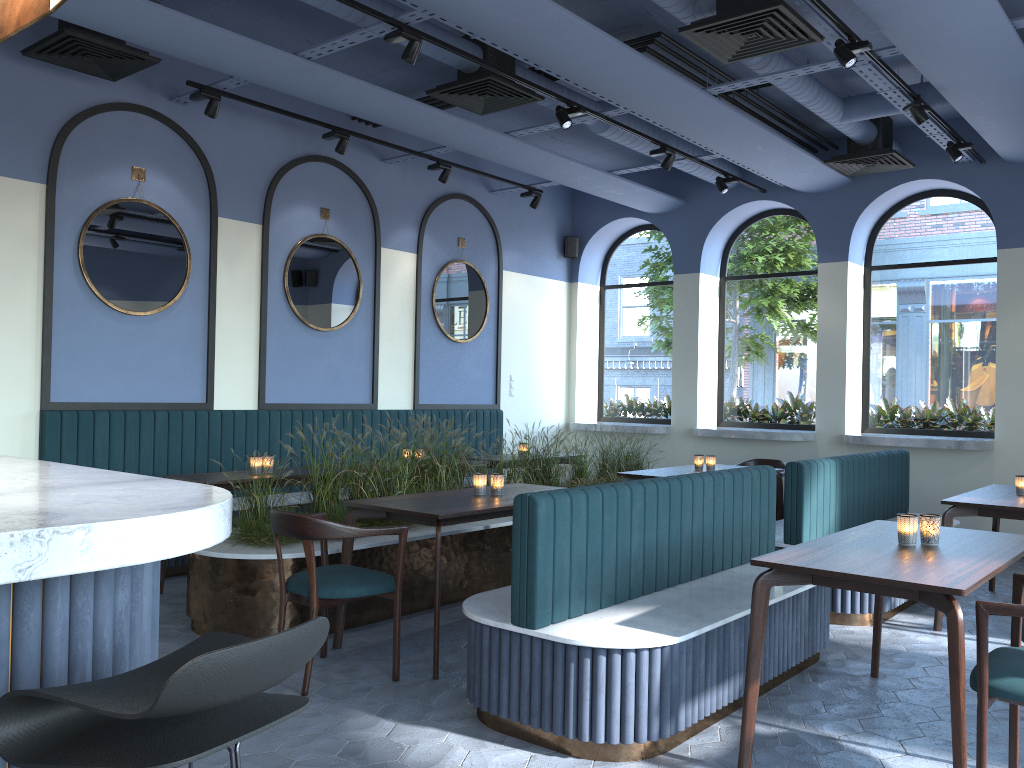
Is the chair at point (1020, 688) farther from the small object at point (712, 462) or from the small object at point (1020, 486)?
the small object at point (712, 462)

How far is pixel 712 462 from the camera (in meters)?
6.88

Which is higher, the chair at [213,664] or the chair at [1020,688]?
the chair at [213,664]

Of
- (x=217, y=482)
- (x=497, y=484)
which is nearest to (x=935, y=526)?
(x=497, y=484)

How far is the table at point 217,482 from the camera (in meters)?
5.43

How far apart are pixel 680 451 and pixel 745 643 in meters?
6.1

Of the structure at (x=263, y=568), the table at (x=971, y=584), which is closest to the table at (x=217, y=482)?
the structure at (x=263, y=568)

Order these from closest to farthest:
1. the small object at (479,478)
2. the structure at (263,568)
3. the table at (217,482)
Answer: the structure at (263,568) → the small object at (479,478) → the table at (217,482)

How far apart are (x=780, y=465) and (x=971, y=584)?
5.07m

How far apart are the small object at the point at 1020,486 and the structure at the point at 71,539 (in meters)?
5.27
